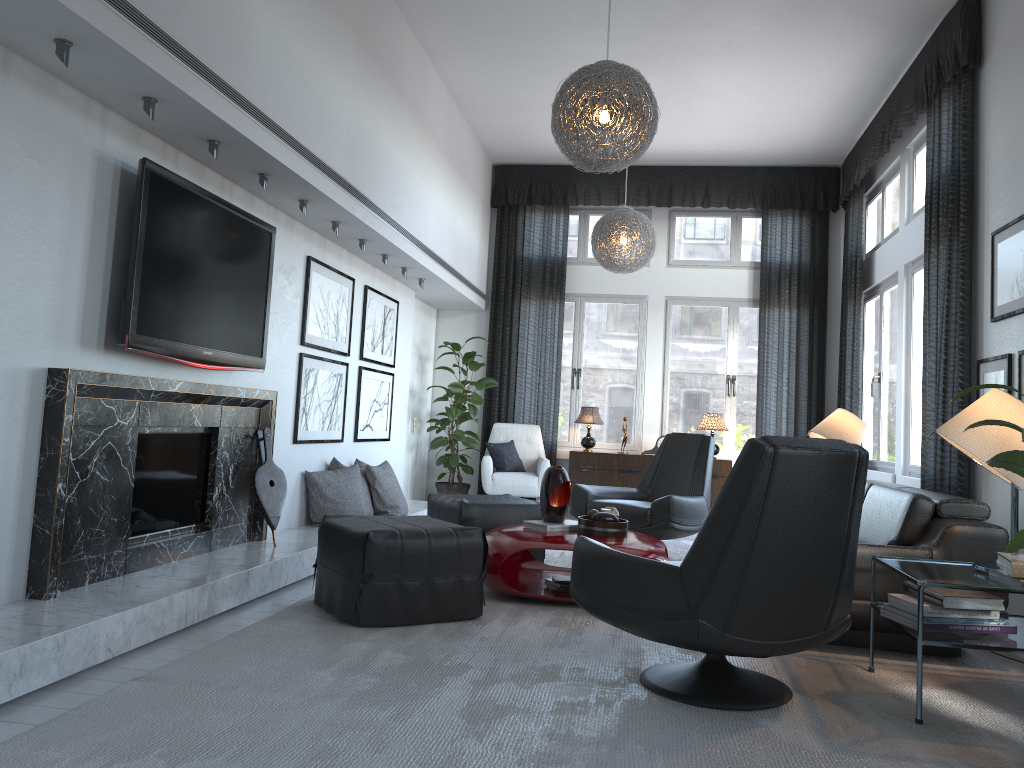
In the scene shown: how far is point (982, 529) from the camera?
3.3m

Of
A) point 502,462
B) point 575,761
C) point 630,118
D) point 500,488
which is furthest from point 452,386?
point 575,761

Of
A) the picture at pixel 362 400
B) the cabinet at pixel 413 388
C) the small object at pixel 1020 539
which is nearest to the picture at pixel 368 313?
the picture at pixel 362 400

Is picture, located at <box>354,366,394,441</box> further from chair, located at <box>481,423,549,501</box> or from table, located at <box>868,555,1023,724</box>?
table, located at <box>868,555,1023,724</box>

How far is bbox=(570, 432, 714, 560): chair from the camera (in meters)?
5.28

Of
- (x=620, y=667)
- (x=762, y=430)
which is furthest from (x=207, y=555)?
(x=762, y=430)

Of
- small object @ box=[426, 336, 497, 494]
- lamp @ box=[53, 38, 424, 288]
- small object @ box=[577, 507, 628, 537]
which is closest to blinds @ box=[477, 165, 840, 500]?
small object @ box=[426, 336, 497, 494]

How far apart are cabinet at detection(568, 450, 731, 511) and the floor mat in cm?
99

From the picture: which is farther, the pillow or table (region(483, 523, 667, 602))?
the pillow

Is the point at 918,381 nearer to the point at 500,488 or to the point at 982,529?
the point at 982,529
